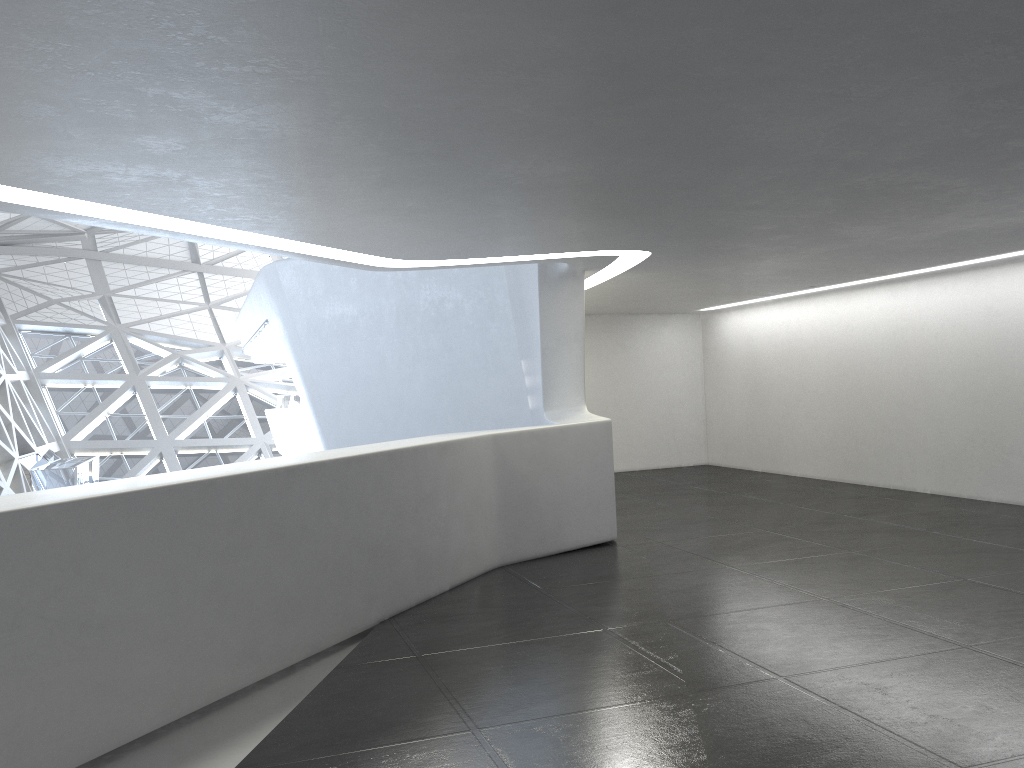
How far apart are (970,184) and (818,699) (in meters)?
4.85

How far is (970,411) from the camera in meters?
14.8 m

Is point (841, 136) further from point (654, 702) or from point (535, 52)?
point (654, 702)
